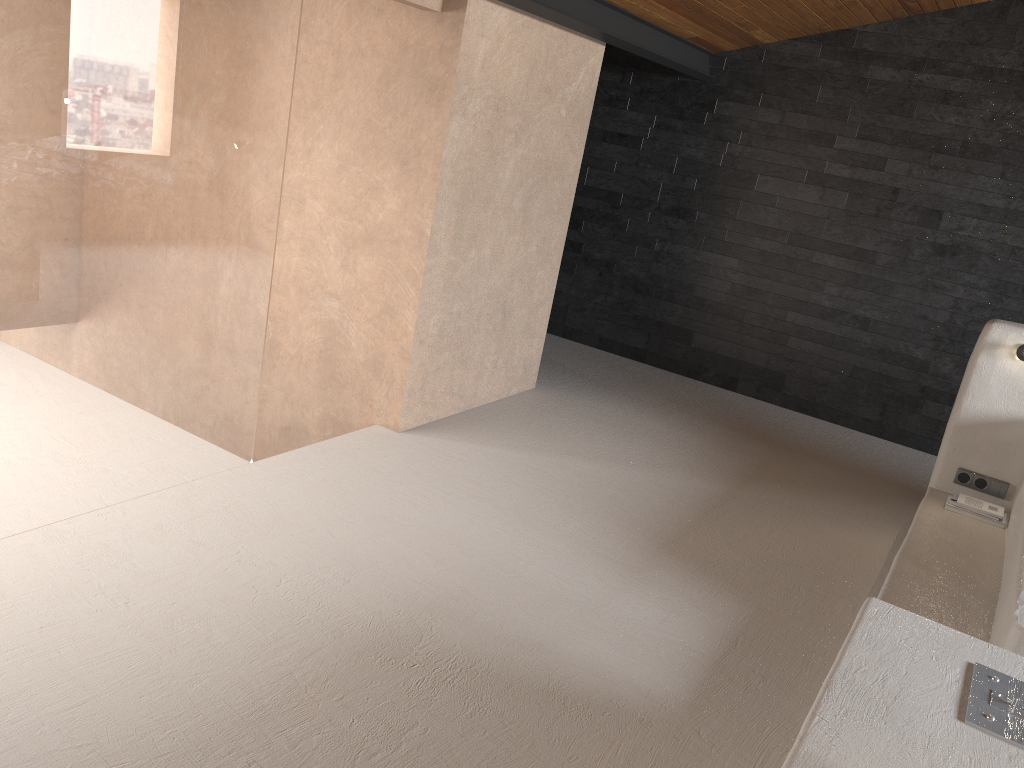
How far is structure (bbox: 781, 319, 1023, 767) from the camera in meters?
1.8

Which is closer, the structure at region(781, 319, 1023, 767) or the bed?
the structure at region(781, 319, 1023, 767)

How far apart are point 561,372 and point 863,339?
2.07m

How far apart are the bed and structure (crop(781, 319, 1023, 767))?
0.02m

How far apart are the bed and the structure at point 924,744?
0.0 meters

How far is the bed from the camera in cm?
276

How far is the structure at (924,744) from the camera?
1.83m

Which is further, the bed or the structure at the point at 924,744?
the bed

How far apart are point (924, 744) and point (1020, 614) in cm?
118
